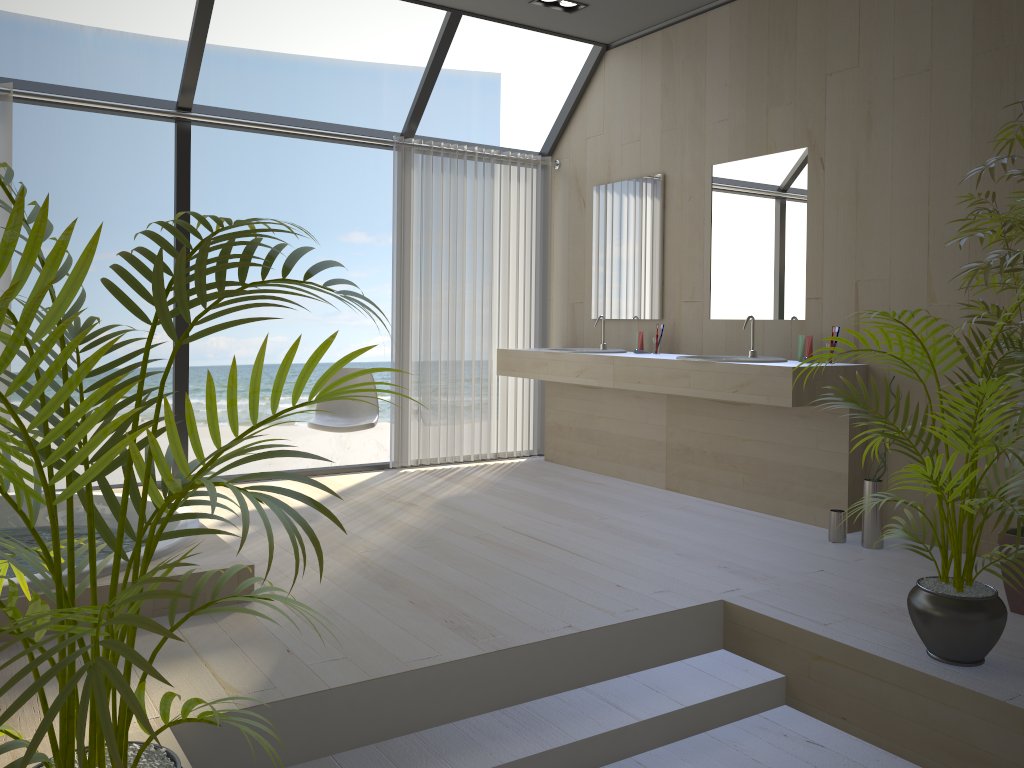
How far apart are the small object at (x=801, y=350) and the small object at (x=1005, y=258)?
1.15m

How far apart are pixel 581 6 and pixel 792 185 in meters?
1.6

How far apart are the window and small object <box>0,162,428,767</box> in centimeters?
338cm

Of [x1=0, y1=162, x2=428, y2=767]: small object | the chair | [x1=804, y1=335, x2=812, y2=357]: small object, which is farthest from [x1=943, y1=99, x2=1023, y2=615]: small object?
the chair

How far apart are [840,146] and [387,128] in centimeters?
1248cm

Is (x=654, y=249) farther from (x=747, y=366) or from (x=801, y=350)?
(x=747, y=366)

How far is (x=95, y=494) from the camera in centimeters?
399cm

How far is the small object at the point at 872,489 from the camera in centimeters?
382cm

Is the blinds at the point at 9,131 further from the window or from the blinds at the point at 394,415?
the blinds at the point at 394,415

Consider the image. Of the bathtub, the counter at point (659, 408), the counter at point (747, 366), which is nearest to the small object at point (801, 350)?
the counter at point (747, 366)
